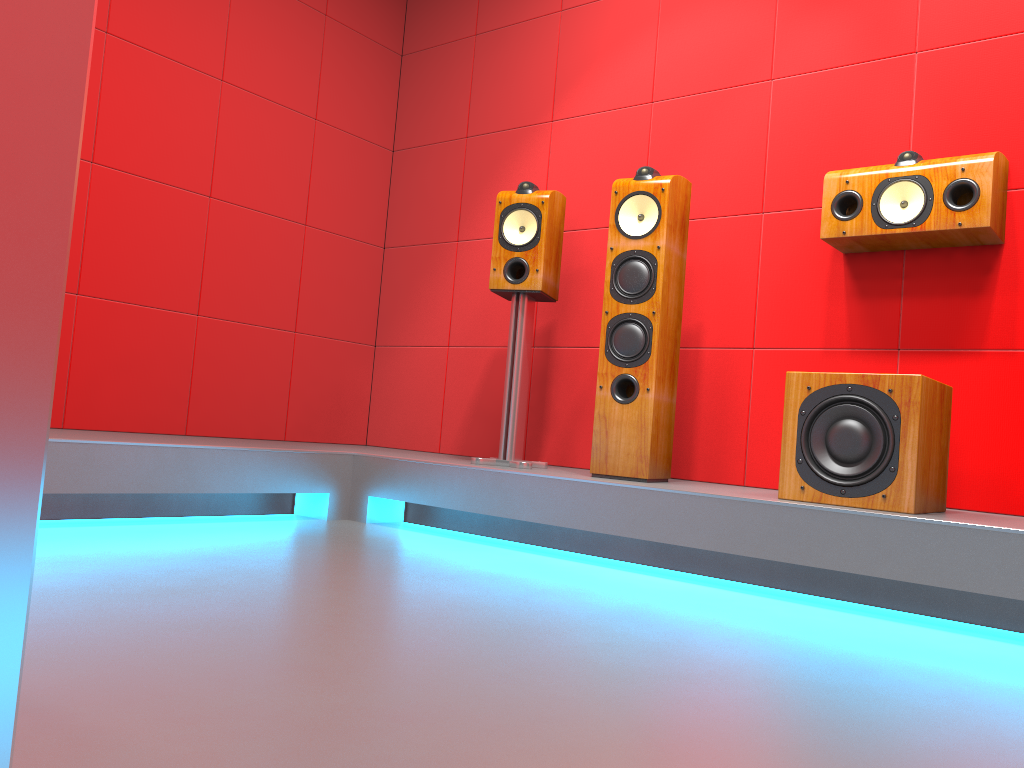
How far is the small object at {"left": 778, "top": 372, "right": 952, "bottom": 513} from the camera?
2.29m

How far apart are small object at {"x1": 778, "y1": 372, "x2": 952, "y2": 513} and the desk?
2.4 meters

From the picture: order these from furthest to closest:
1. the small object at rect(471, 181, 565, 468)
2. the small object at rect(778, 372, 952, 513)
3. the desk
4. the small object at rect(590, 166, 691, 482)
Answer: the small object at rect(471, 181, 565, 468)
the small object at rect(590, 166, 691, 482)
the small object at rect(778, 372, 952, 513)
the desk

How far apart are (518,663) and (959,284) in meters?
2.1 m

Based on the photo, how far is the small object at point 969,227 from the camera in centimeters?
260cm

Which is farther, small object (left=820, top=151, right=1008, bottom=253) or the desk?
small object (left=820, top=151, right=1008, bottom=253)

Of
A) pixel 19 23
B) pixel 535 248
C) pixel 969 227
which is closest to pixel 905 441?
pixel 969 227

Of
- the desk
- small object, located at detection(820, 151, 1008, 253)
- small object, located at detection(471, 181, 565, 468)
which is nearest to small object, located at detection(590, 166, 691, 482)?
small object, located at detection(471, 181, 565, 468)

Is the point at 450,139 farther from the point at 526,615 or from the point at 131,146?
the point at 526,615

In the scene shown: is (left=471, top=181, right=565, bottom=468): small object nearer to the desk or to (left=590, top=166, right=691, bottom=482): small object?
(left=590, top=166, right=691, bottom=482): small object
